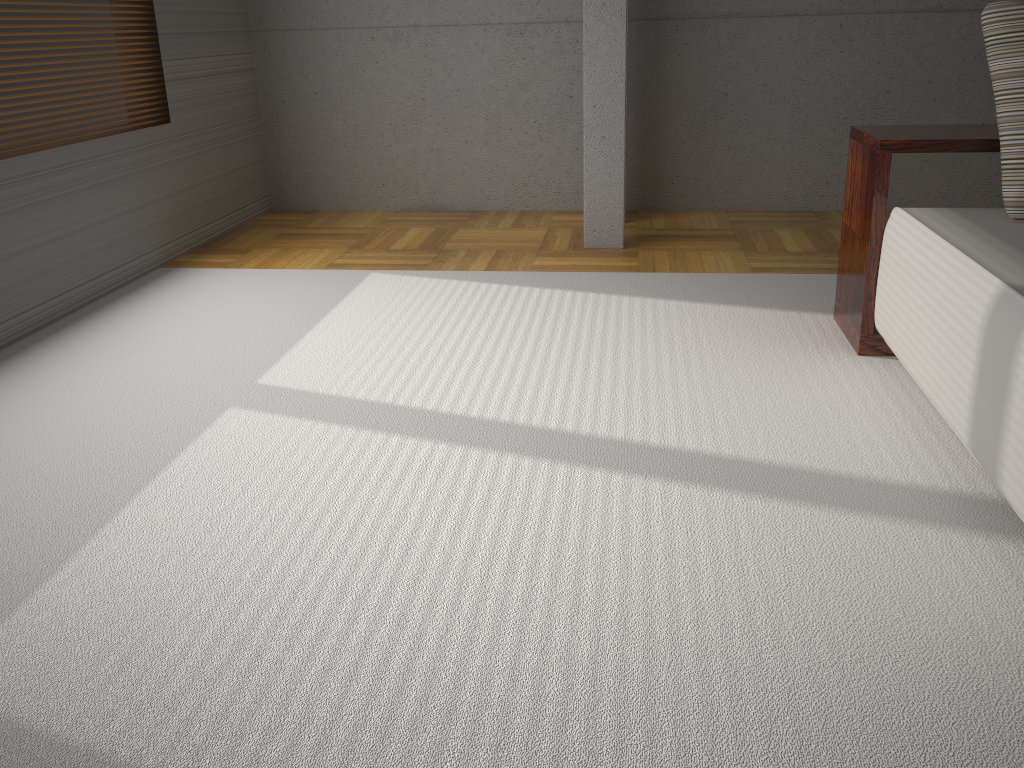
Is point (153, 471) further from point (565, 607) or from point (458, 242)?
point (458, 242)

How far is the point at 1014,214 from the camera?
2.5 meters

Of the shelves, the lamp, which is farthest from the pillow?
the lamp

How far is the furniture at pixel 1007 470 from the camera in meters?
1.9 m

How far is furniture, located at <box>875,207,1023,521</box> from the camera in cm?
186

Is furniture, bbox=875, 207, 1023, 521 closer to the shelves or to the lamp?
the shelves

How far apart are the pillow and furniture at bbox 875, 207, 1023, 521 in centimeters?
2cm

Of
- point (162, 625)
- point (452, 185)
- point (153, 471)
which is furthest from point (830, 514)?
point (452, 185)

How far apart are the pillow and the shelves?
0.1 meters

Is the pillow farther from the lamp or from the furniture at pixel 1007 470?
the lamp
